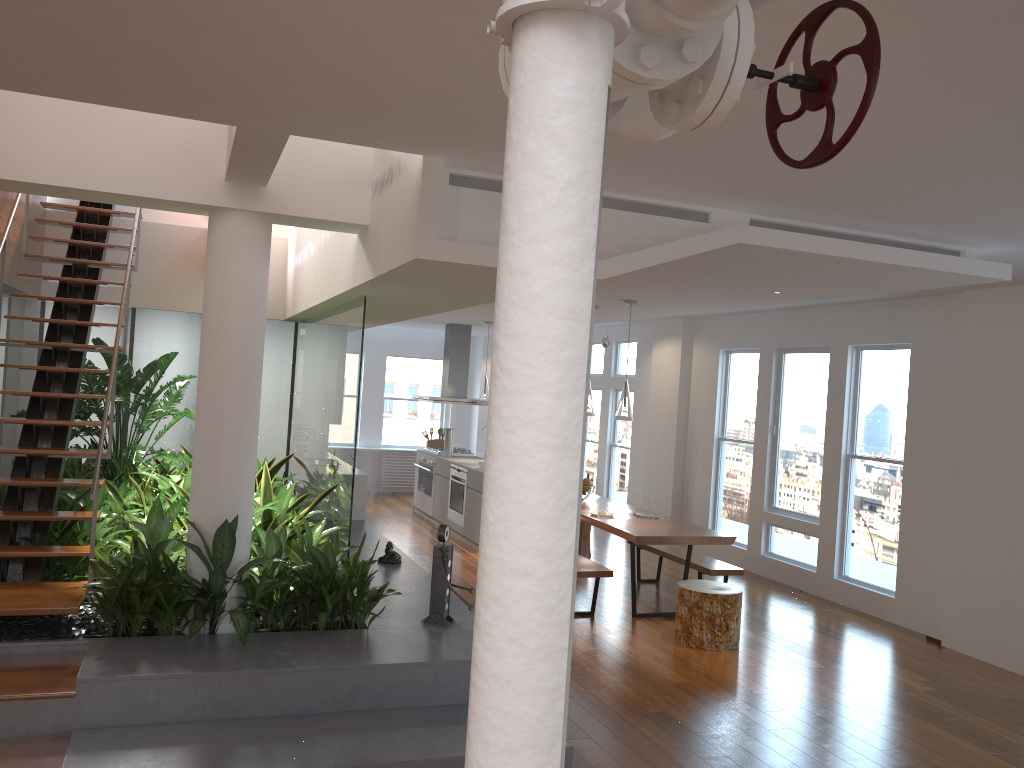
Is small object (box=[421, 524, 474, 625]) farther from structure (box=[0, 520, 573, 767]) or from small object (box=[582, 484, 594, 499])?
small object (box=[582, 484, 594, 499])

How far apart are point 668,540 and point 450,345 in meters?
5.4

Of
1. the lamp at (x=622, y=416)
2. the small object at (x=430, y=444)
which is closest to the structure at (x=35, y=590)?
the lamp at (x=622, y=416)

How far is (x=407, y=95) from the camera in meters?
3.0

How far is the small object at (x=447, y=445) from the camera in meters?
11.1

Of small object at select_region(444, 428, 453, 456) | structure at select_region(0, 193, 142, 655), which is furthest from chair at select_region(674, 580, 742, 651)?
small object at select_region(444, 428, 453, 456)

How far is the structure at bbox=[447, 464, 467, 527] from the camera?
10.0m

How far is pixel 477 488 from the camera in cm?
950

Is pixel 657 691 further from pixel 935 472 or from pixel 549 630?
pixel 549 630

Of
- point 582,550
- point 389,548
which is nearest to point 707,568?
point 582,550
